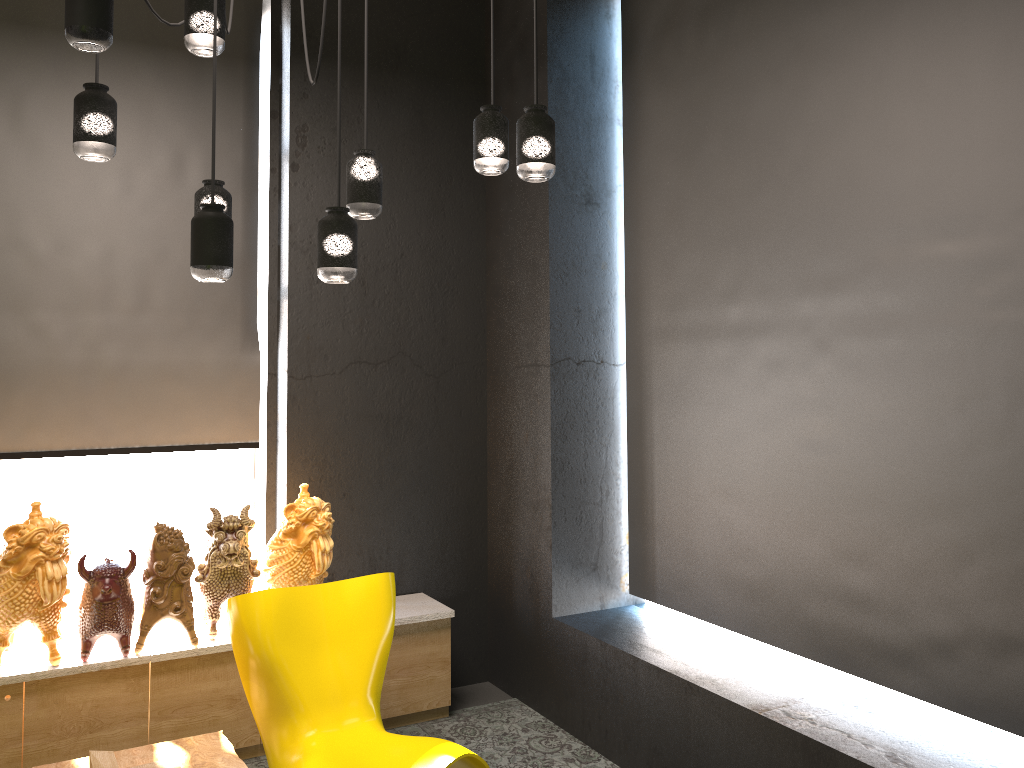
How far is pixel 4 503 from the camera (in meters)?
4.24

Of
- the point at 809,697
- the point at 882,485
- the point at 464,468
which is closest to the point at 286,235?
the point at 464,468

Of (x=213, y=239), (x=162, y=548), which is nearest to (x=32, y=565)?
(x=162, y=548)

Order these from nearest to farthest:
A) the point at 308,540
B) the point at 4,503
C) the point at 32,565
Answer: the point at 32,565
the point at 308,540
the point at 4,503

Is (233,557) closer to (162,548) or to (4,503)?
(162,548)

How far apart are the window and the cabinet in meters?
0.6

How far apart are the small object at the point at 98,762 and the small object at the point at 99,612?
0.65m

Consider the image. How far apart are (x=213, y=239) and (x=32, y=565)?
1.7m

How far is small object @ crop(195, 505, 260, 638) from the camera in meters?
3.8

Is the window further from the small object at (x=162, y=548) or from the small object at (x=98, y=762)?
the small object at (x=98, y=762)
